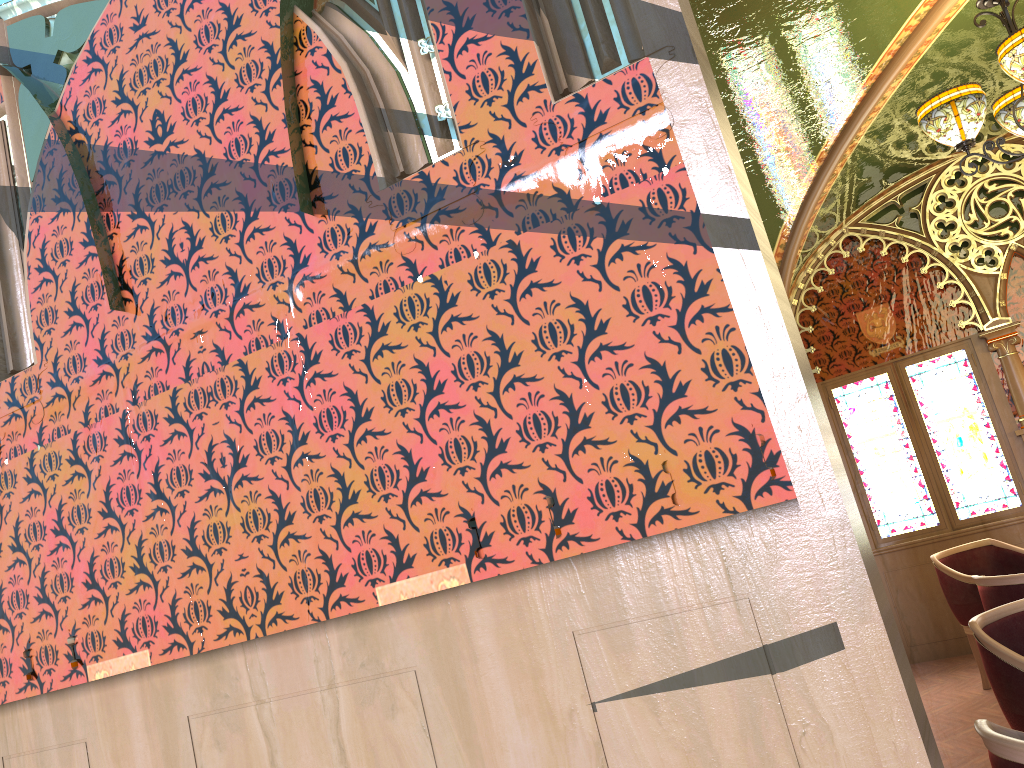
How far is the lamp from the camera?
3.6m

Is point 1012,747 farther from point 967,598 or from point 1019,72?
point 967,598

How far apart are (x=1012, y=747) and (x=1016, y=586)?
2.6 meters

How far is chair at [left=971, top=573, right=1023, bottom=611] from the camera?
4.1 meters

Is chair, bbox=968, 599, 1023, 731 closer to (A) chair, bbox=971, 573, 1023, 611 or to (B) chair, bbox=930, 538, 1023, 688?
(A) chair, bbox=971, 573, 1023, 611

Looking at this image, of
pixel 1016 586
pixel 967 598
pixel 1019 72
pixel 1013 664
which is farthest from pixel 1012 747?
pixel 967 598

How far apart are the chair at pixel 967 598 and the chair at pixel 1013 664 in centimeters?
218cm

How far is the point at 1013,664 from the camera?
3.0 meters

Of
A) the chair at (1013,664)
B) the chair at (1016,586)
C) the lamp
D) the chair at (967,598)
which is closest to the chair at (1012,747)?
the chair at (1013,664)

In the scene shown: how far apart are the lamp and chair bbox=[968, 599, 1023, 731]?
2.0m
